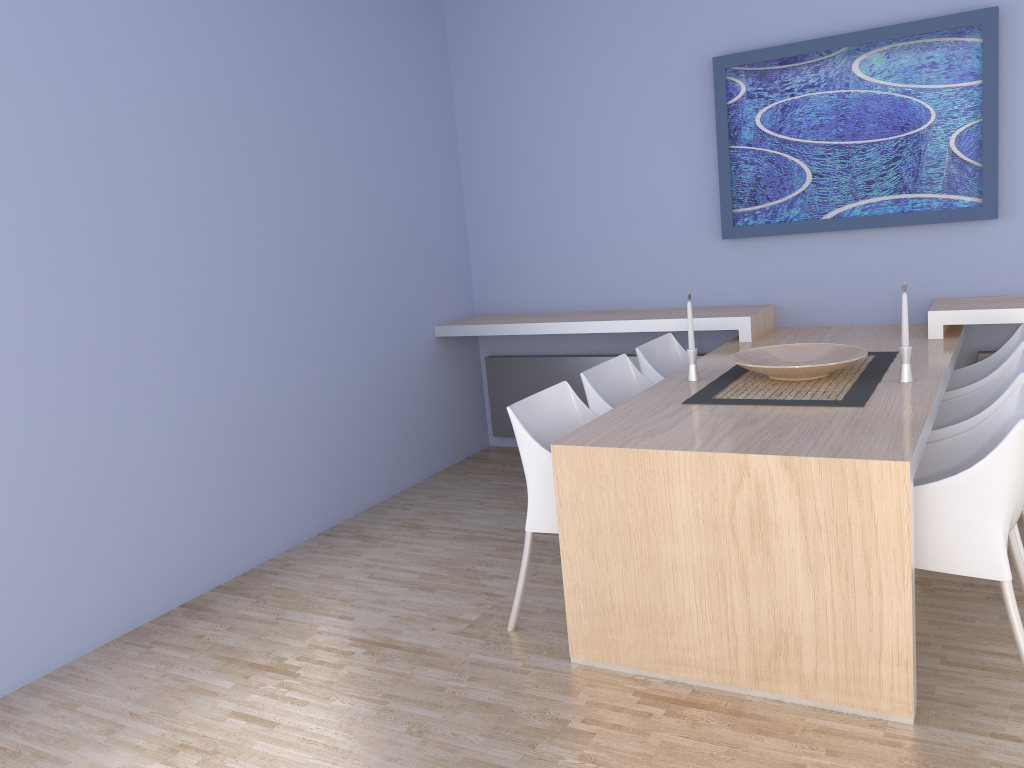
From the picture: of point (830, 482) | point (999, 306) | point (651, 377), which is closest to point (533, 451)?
point (830, 482)

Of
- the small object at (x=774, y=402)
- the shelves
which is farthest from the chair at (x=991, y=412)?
the shelves

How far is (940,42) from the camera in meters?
3.9

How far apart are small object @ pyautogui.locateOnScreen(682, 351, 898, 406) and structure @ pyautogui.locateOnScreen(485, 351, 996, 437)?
0.9 meters

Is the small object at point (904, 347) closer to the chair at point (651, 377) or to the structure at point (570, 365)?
the chair at point (651, 377)

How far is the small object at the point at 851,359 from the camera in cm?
312

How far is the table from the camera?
2.3m

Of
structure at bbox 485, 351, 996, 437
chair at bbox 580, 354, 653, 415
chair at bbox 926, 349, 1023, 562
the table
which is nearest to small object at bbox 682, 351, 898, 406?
the table

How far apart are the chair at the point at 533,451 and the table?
0.2 meters

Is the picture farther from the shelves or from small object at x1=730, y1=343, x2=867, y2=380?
small object at x1=730, y1=343, x2=867, y2=380
